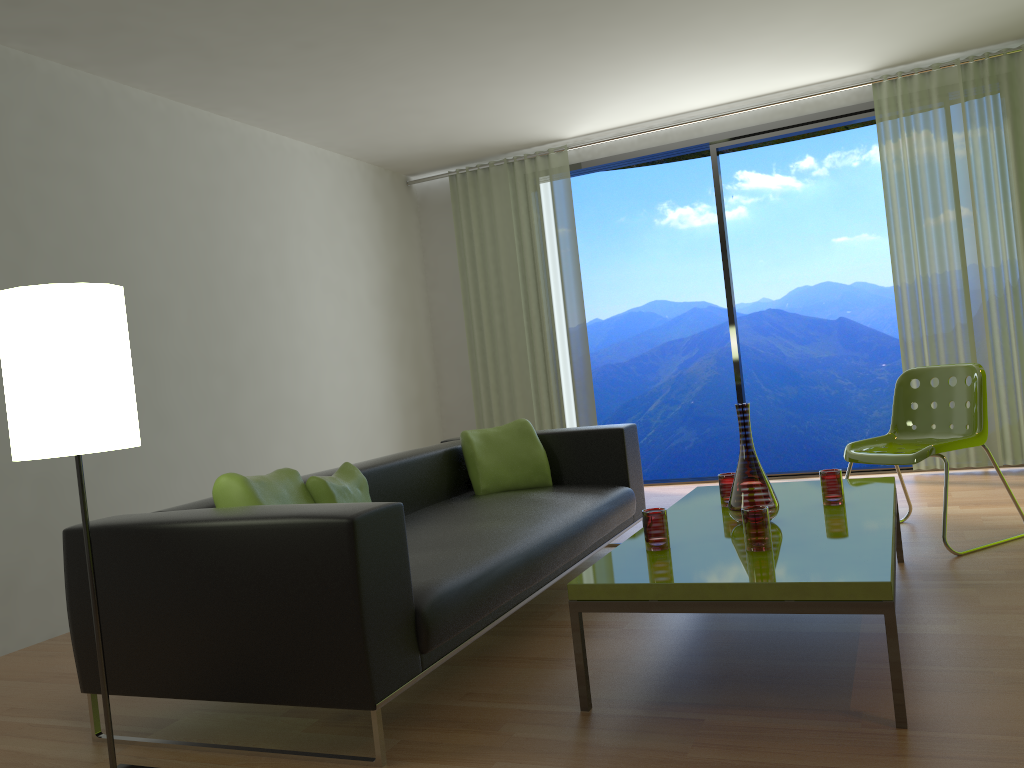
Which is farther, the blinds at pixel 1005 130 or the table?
the blinds at pixel 1005 130

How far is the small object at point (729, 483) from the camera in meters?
3.3 m

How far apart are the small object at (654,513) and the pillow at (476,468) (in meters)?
1.54

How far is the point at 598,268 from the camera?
12.54m

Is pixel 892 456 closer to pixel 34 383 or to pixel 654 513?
pixel 654 513

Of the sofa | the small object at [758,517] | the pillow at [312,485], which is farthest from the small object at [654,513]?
the pillow at [312,485]

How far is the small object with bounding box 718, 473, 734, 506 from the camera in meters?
3.3 m

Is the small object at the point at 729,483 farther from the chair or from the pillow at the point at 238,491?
the pillow at the point at 238,491

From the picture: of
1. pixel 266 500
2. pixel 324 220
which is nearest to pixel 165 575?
pixel 266 500

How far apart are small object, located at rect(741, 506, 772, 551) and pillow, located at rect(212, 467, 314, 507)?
1.42m
